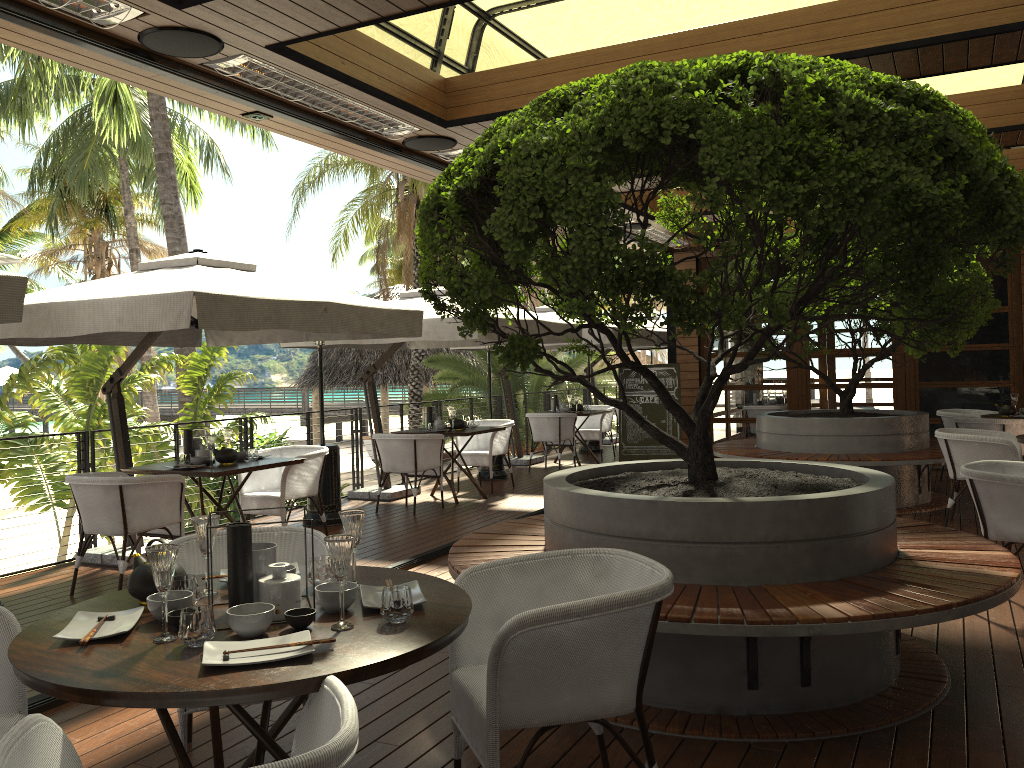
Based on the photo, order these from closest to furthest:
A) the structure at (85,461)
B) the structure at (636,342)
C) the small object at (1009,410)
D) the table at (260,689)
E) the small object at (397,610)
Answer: the table at (260,689)
the small object at (397,610)
the structure at (85,461)
the small object at (1009,410)
the structure at (636,342)

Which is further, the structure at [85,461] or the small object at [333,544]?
the structure at [85,461]

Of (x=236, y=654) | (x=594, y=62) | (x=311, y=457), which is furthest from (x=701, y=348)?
(x=236, y=654)

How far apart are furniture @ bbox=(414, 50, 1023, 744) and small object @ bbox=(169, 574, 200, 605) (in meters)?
1.49

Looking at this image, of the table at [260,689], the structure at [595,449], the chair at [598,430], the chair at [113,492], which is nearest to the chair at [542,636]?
the table at [260,689]

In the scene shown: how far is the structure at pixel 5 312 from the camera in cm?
395

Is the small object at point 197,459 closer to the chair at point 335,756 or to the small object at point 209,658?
the small object at point 209,658

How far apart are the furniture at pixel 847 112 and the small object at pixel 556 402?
7.2 meters

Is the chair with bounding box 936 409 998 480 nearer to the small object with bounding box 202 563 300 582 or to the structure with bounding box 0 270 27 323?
the small object with bounding box 202 563 300 582

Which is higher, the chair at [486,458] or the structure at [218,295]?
the structure at [218,295]
